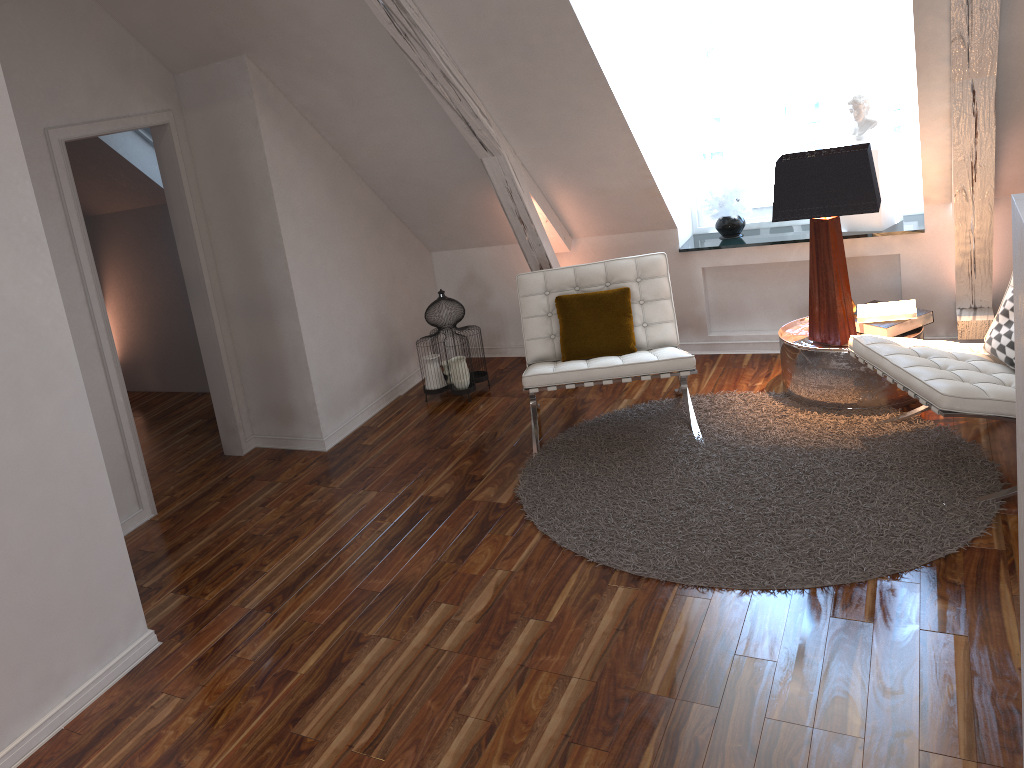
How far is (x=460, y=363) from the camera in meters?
4.4 m

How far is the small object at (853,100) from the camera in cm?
406

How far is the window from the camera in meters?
4.2 m

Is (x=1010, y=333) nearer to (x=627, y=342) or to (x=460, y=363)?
(x=627, y=342)

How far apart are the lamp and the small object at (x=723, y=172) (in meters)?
0.67

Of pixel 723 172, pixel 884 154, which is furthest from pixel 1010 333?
pixel 723 172

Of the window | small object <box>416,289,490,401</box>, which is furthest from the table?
small object <box>416,289,490,401</box>

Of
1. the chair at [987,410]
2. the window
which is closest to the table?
the chair at [987,410]

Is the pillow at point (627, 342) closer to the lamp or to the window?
the lamp

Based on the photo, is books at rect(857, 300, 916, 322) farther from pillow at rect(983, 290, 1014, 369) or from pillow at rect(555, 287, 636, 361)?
pillow at rect(555, 287, 636, 361)
